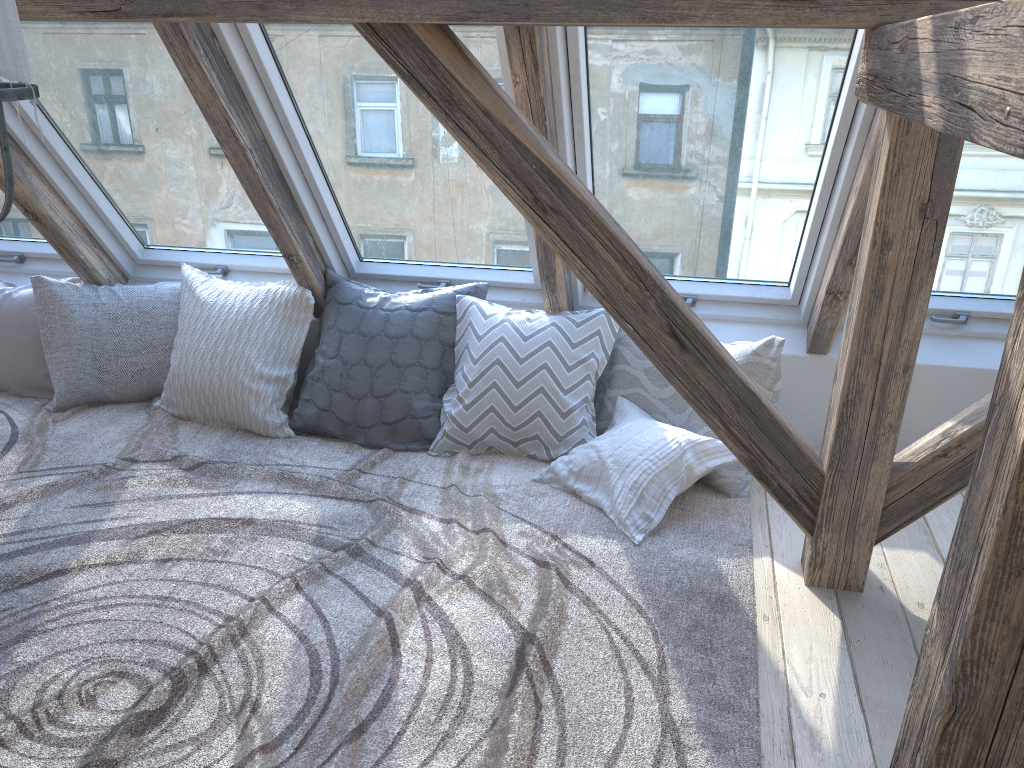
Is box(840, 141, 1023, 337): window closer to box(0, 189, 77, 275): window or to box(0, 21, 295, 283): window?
box(0, 21, 295, 283): window

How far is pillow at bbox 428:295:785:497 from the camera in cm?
290

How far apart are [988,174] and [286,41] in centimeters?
→ 212cm

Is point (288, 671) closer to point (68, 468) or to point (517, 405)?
point (517, 405)

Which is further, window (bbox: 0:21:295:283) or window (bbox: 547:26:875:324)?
window (bbox: 0:21:295:283)

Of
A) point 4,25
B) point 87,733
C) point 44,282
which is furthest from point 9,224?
point 4,25

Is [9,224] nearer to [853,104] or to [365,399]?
[365,399]

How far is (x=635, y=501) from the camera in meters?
2.6

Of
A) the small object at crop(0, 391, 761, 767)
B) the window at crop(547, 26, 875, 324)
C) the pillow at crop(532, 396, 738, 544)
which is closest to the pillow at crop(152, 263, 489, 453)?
the small object at crop(0, 391, 761, 767)

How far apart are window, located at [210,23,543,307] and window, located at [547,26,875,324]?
0.2 meters
